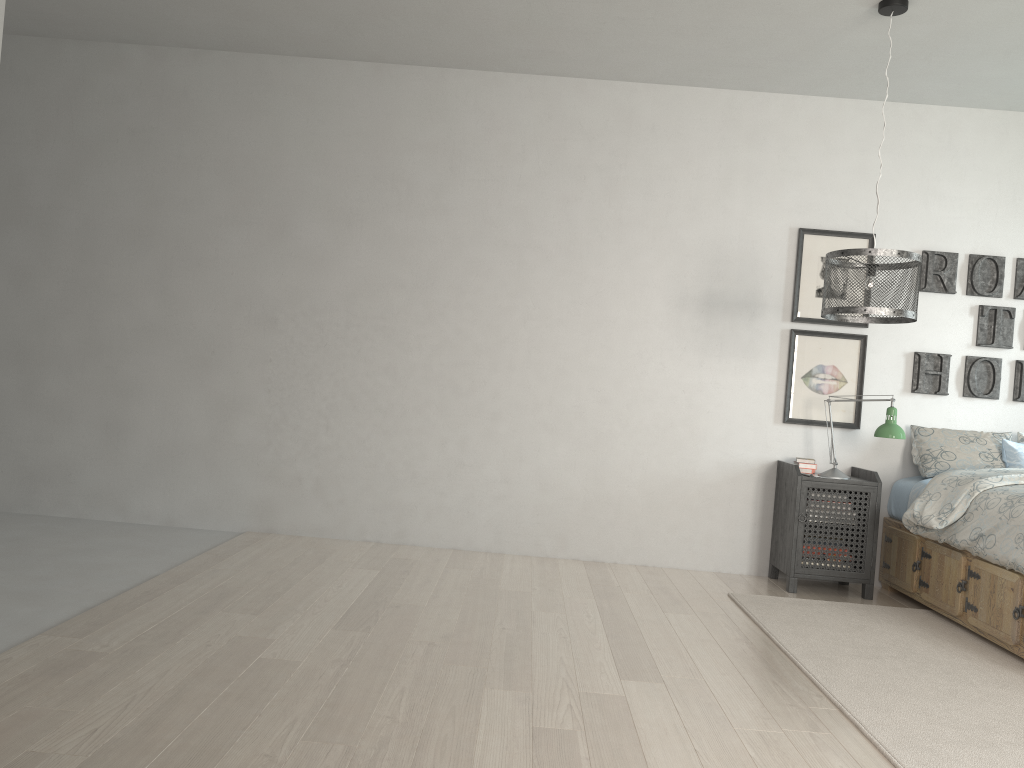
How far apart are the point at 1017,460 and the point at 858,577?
1.0m

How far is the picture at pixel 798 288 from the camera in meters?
4.9

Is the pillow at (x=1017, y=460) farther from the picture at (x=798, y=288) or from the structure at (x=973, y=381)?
the picture at (x=798, y=288)

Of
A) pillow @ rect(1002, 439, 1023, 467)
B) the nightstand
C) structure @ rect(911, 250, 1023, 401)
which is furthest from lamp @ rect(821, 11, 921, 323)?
pillow @ rect(1002, 439, 1023, 467)

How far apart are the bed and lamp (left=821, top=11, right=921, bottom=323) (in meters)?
0.84

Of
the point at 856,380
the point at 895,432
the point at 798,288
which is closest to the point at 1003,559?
the point at 895,432

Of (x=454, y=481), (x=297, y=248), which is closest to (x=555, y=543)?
(x=454, y=481)

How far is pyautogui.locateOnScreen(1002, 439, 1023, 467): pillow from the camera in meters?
4.5 m

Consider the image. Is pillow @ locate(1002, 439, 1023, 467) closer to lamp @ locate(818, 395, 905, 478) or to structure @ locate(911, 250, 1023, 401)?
structure @ locate(911, 250, 1023, 401)

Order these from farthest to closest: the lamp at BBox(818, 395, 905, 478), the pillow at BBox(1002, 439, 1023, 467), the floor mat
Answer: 1. the pillow at BBox(1002, 439, 1023, 467)
2. the lamp at BBox(818, 395, 905, 478)
3. the floor mat
